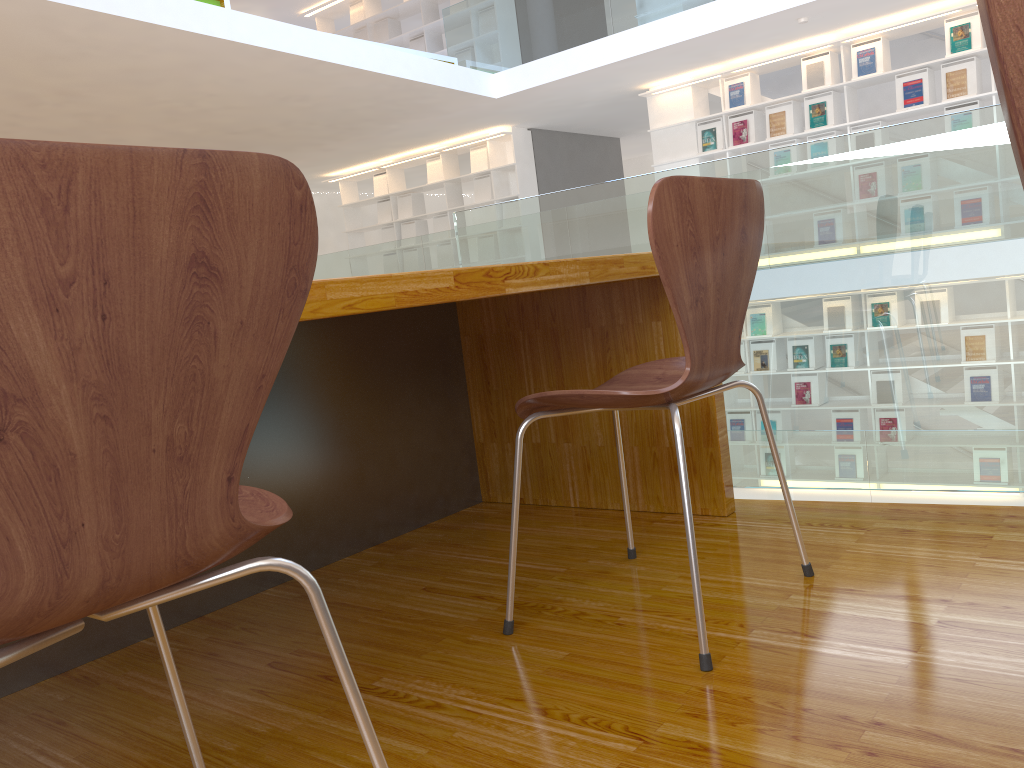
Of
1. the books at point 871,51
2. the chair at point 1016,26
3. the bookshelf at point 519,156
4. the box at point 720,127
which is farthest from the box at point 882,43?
the chair at point 1016,26

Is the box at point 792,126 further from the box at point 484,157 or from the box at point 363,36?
the box at point 363,36

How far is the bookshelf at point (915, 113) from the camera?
7.21m

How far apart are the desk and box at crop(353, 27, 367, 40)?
9.38m

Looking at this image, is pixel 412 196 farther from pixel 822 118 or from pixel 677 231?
pixel 677 231

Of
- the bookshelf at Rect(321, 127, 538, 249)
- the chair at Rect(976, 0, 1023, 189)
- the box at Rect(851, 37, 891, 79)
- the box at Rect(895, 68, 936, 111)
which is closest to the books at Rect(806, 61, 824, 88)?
the box at Rect(851, 37, 891, 79)

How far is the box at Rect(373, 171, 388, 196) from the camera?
10.9 meters

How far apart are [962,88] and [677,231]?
6.78m

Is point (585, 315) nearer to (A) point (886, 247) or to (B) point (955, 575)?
(A) point (886, 247)

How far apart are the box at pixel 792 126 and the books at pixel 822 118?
0.2m
